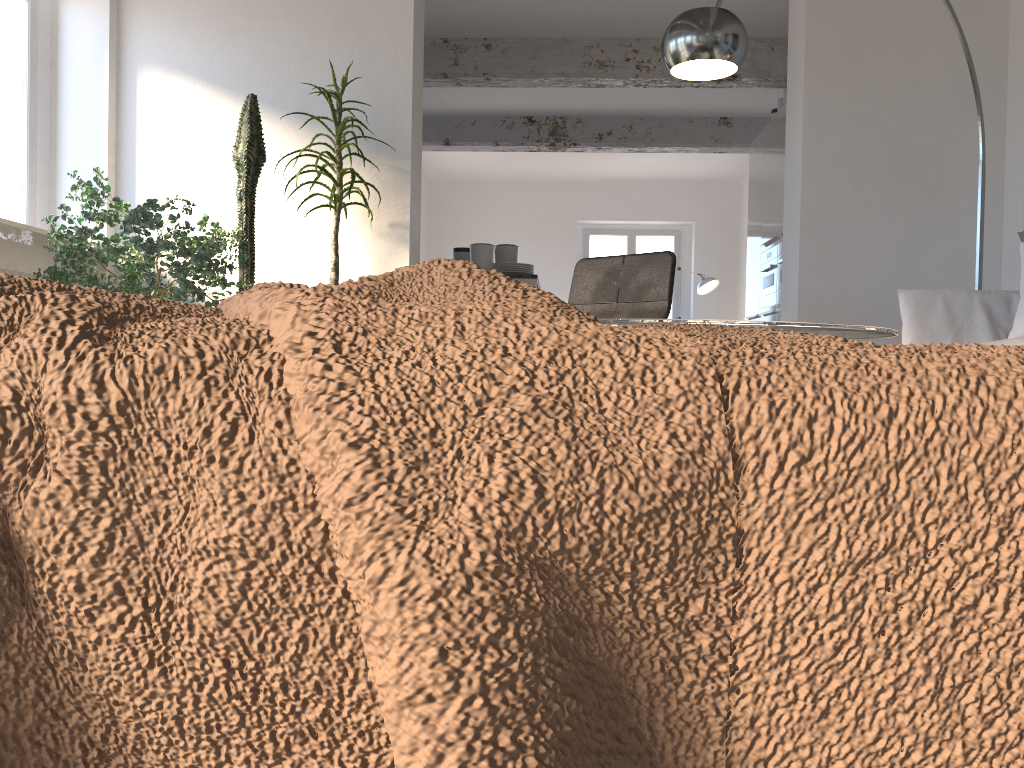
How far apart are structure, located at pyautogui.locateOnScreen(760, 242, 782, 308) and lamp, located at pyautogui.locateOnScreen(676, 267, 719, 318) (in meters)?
3.71

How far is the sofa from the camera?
3.26m

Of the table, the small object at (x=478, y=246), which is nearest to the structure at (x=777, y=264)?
the small object at (x=478, y=246)

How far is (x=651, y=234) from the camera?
12.5m

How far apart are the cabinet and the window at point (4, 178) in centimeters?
500cm

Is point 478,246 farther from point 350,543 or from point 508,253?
point 350,543

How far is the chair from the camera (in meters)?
3.62

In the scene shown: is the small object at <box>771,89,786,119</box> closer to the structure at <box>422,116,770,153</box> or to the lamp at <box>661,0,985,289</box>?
the structure at <box>422,116,770,153</box>

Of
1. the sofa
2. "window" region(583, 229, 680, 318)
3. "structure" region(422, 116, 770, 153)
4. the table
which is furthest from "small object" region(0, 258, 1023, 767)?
"window" region(583, 229, 680, 318)

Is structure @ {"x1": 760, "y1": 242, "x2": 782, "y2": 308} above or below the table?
above
